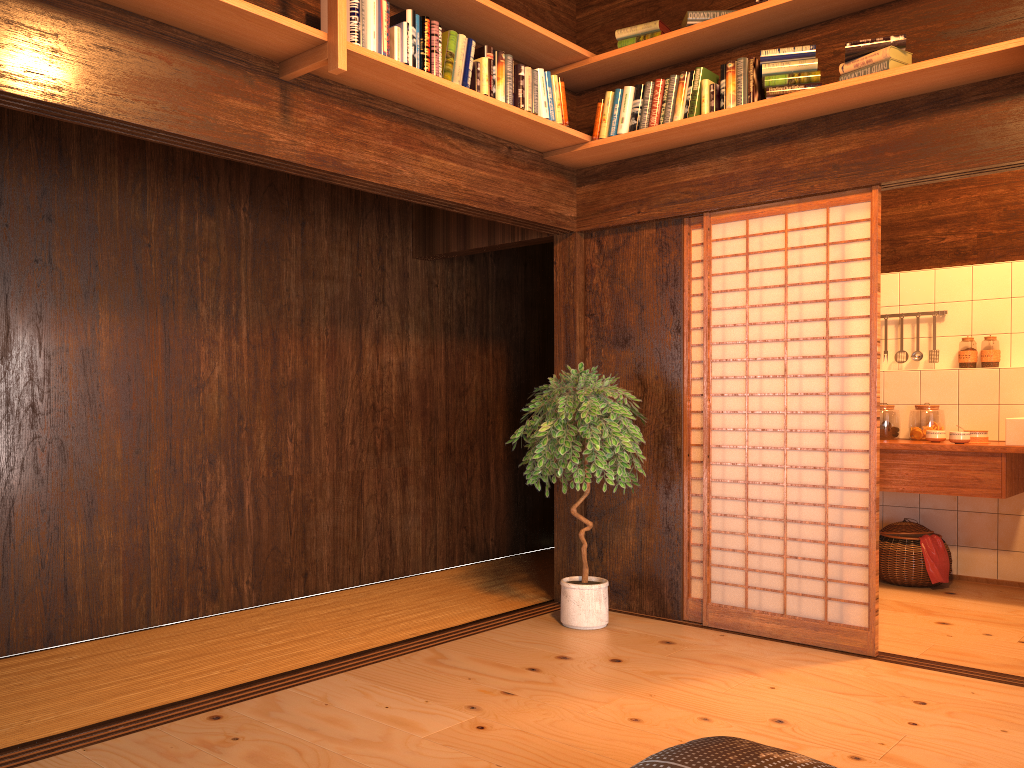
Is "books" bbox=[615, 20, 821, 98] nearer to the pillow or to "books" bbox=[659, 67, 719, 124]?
"books" bbox=[659, 67, 719, 124]

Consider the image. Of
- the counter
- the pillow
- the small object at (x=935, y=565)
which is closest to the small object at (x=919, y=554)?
the small object at (x=935, y=565)

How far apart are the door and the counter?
0.9 meters

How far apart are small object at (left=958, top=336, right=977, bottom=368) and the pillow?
4.1 meters

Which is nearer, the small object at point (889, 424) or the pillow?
the pillow

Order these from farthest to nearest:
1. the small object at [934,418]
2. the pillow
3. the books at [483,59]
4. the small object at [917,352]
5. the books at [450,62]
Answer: the small object at [917,352] → the small object at [934,418] → the books at [483,59] → the books at [450,62] → the pillow

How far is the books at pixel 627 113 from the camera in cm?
430

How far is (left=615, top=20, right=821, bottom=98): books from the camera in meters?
3.8 m

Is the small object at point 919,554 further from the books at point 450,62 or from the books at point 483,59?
the books at point 450,62

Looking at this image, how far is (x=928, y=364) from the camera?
5.9m
